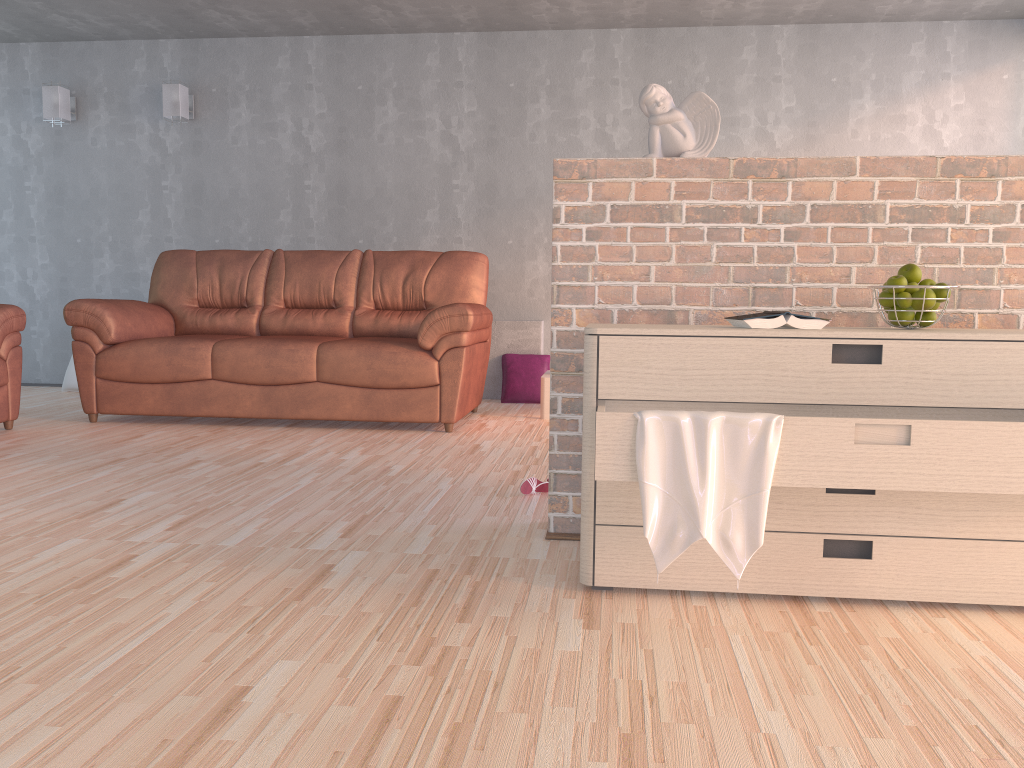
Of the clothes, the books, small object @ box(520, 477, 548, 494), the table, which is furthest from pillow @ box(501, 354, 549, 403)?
the clothes

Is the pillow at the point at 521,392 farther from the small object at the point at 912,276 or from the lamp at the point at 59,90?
the small object at the point at 912,276

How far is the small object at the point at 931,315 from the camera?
2.1 meters

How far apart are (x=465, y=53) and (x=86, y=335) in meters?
3.1

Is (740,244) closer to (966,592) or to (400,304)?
(966,592)

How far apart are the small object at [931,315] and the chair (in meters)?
4.09

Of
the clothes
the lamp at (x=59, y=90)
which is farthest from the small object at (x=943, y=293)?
the lamp at (x=59, y=90)

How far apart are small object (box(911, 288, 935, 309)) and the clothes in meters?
0.6 m

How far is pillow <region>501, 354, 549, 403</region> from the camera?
5.8 meters

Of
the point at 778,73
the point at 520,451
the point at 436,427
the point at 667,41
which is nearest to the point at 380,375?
the point at 436,427
